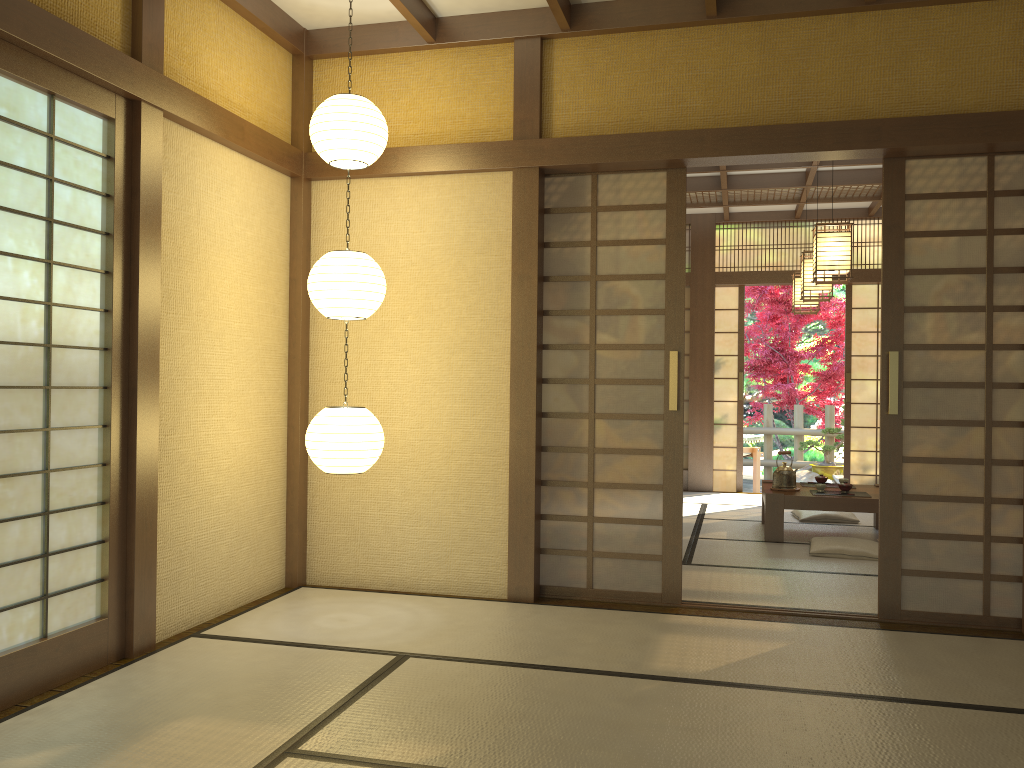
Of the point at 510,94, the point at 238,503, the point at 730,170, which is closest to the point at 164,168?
the point at 238,503

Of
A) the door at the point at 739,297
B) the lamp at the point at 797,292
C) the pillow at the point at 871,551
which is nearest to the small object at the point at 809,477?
the door at the point at 739,297

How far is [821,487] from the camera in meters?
6.6 m

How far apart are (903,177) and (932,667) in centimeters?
226cm

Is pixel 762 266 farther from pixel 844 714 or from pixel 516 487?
pixel 844 714

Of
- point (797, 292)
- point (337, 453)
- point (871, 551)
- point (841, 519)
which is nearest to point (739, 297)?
point (797, 292)

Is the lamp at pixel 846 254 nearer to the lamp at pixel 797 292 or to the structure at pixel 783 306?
the lamp at pixel 797 292

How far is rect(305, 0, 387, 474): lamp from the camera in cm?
395

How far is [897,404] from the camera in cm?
422

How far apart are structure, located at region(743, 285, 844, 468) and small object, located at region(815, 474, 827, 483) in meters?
5.0
